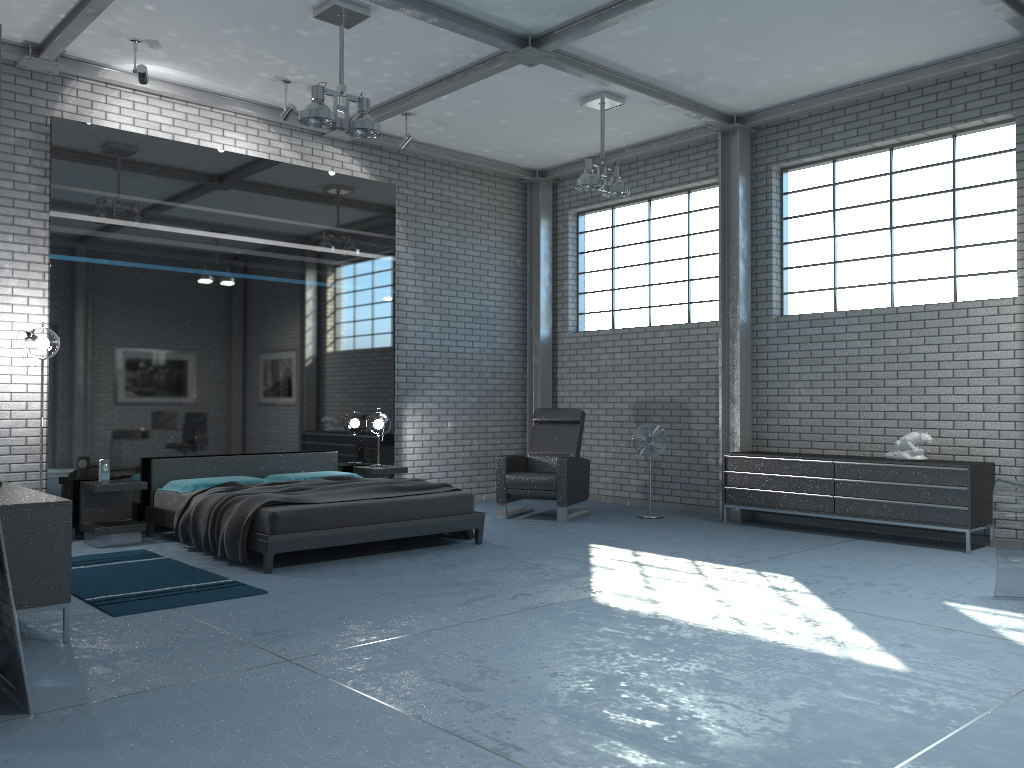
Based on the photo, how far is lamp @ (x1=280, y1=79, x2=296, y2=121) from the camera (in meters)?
7.85

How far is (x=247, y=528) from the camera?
6.2m

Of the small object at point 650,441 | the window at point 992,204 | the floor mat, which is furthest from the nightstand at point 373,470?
the window at point 992,204

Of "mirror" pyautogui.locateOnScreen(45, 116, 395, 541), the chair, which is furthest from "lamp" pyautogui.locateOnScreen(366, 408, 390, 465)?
the chair

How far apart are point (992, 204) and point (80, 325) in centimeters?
769cm

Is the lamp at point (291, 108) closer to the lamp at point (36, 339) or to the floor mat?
the lamp at point (36, 339)

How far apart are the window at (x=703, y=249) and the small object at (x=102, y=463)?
5.7 meters

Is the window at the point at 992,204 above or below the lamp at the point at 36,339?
above

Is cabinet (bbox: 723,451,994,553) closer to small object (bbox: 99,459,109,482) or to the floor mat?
the floor mat

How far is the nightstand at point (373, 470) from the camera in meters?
8.7
